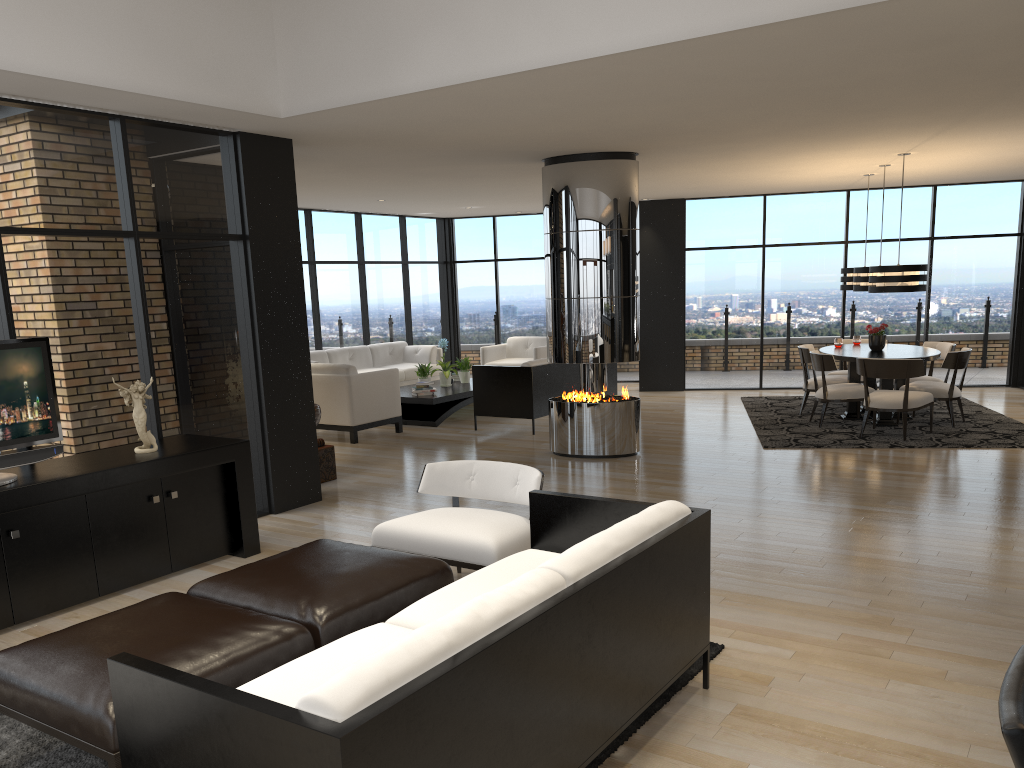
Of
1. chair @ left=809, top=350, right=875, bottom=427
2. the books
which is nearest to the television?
the books

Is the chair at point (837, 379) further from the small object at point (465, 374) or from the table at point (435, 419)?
the small object at point (465, 374)

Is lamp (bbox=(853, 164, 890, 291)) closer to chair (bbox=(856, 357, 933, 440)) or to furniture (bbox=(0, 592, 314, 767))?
chair (bbox=(856, 357, 933, 440))

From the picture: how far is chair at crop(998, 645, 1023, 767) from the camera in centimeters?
128cm

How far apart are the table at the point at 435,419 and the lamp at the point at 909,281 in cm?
479

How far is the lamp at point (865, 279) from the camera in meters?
9.7 m

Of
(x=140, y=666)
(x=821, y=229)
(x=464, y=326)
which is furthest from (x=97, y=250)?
(x=821, y=229)

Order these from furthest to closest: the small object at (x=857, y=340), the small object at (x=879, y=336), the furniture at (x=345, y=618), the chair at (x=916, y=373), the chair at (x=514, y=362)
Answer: the chair at (x=514, y=362) < the small object at (x=857, y=340) < the small object at (x=879, y=336) < the chair at (x=916, y=373) < the furniture at (x=345, y=618)

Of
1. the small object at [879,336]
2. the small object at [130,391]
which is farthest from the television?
the small object at [879,336]

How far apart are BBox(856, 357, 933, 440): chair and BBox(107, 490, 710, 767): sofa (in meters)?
5.88
